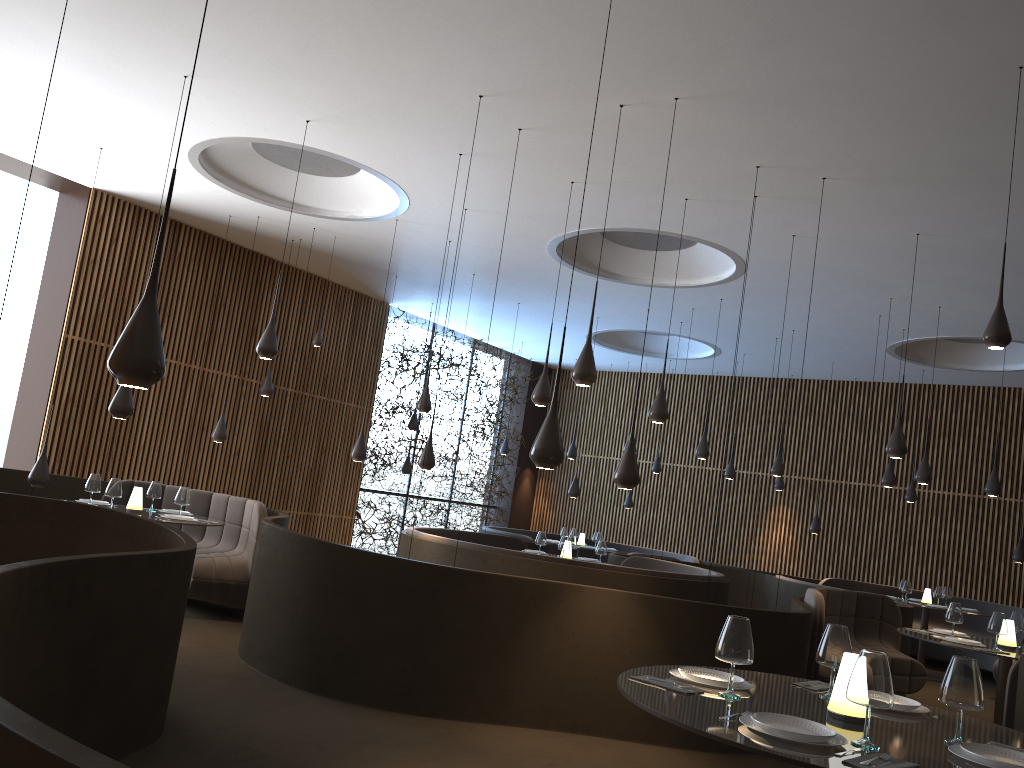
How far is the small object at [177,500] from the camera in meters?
8.3 m

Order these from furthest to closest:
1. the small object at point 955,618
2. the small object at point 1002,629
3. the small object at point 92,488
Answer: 1. the small object at point 92,488
2. the small object at point 955,618
3. the small object at point 1002,629

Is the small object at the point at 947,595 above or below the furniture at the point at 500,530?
above

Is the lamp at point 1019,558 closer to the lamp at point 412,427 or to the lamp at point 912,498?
the lamp at point 912,498

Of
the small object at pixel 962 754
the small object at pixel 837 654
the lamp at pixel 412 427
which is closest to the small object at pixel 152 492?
the lamp at pixel 412 427

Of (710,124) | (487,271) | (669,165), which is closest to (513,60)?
(710,124)

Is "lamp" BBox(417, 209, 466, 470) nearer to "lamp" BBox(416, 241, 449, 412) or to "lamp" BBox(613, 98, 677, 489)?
"lamp" BBox(416, 241, 449, 412)

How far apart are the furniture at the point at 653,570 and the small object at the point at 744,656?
5.70m

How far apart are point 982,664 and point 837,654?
11.53m

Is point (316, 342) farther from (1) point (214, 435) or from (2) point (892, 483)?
(2) point (892, 483)
